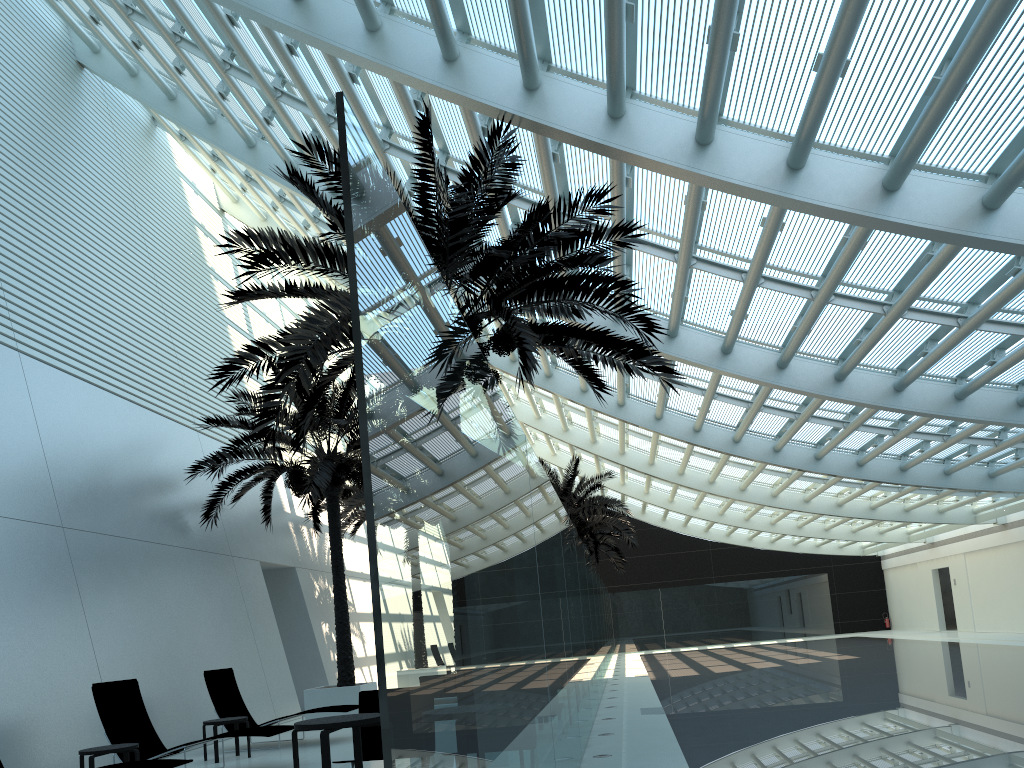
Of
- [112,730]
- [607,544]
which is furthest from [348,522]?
[607,544]

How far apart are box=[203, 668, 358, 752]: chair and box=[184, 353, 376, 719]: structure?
1.9m

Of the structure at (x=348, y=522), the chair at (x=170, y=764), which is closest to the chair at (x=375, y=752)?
the chair at (x=170, y=764)

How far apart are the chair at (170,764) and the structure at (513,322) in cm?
298

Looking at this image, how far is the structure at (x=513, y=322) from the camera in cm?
835

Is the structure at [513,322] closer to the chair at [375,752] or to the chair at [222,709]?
the chair at [375,752]

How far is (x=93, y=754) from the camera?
8.2m

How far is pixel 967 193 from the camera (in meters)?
8.91

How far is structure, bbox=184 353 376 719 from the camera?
14.1 meters

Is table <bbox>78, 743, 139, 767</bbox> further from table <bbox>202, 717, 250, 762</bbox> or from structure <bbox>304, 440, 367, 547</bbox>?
structure <bbox>304, 440, 367, 547</bbox>
